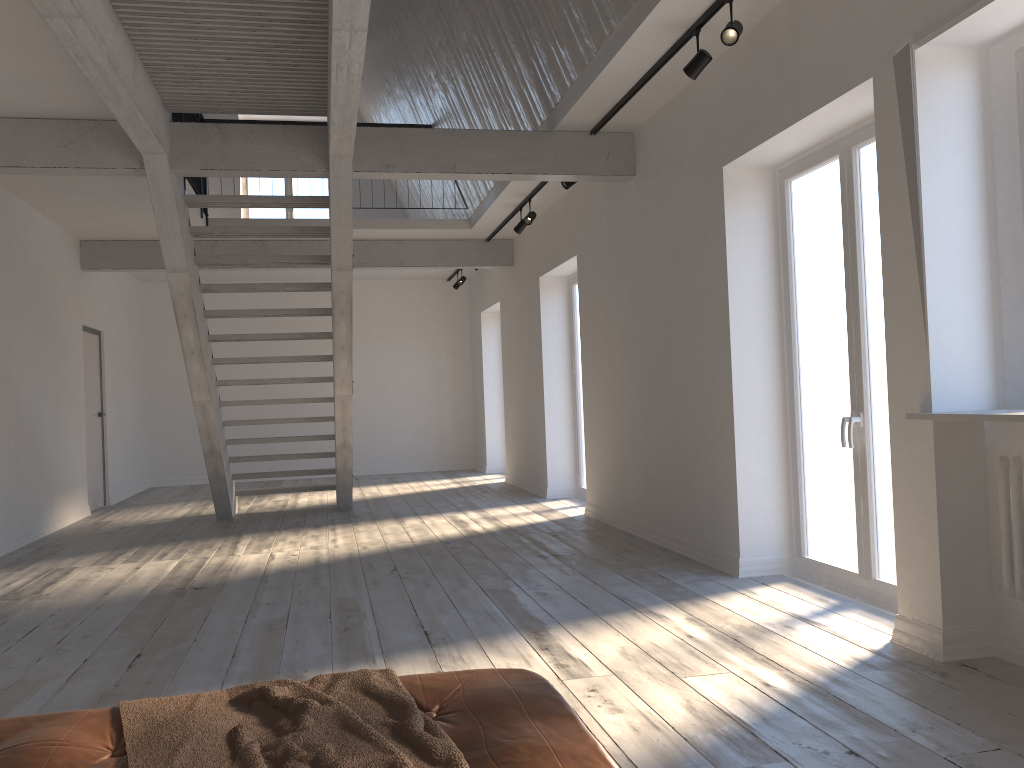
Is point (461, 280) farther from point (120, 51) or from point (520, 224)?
point (120, 51)

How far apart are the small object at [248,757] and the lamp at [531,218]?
6.5m

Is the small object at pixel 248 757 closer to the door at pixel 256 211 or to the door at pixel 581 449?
the door at pixel 581 449

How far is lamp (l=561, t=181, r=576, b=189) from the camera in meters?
6.9

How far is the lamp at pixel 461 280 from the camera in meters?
12.4

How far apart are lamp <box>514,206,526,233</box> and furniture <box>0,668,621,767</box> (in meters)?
6.78

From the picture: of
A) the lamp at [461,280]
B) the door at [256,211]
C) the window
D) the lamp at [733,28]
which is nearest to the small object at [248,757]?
the window

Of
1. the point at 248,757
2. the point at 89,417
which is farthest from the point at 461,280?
the point at 248,757

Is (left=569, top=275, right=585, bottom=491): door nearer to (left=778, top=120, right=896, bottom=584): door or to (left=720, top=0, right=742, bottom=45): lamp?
(left=778, top=120, right=896, bottom=584): door

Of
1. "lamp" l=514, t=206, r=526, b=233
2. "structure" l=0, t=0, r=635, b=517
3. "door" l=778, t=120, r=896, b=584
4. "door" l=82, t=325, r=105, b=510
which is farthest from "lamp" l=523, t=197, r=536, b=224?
"door" l=82, t=325, r=105, b=510
